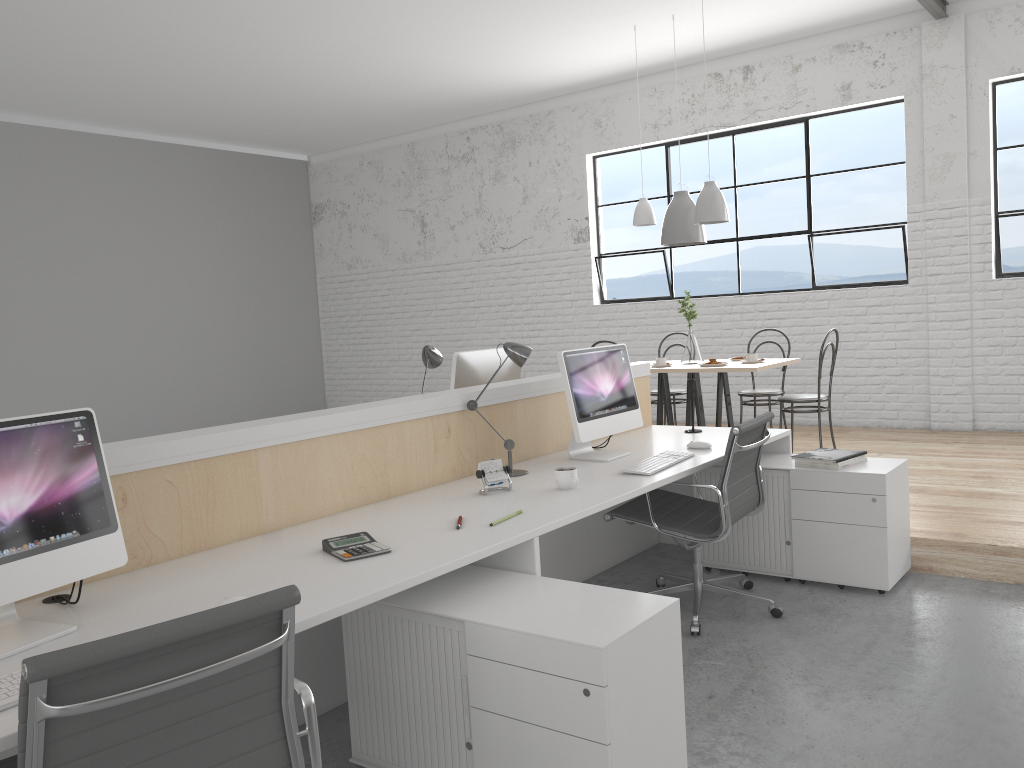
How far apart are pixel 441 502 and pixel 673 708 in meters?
0.9 m

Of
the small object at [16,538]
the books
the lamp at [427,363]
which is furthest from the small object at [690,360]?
the small object at [16,538]

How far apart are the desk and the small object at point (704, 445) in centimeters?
3cm

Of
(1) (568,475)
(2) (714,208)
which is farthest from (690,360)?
(1) (568,475)

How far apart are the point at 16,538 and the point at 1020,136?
5.55m

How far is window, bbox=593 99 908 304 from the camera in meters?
5.6

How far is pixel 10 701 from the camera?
1.2 meters

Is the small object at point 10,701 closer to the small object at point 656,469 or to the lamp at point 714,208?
the small object at point 656,469

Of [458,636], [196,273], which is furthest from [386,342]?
[458,636]

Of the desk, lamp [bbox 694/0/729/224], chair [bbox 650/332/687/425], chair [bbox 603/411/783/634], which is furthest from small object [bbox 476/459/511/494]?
chair [bbox 650/332/687/425]
